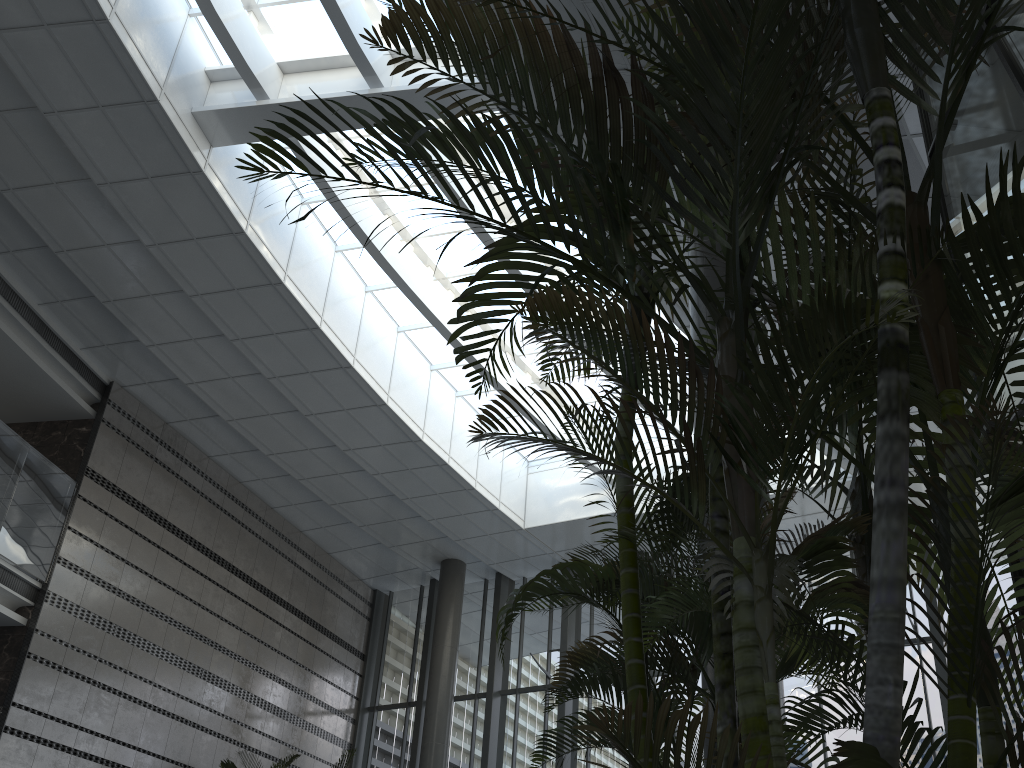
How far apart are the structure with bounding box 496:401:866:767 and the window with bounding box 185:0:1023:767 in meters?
7.5

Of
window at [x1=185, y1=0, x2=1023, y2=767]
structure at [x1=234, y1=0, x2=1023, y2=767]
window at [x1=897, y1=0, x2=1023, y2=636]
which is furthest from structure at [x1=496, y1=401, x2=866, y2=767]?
window at [x1=185, y1=0, x2=1023, y2=767]

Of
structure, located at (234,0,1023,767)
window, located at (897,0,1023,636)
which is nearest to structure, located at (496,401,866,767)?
structure, located at (234,0,1023,767)

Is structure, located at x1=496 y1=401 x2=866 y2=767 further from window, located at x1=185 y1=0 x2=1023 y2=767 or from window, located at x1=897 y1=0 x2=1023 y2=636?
window, located at x1=185 y1=0 x2=1023 y2=767

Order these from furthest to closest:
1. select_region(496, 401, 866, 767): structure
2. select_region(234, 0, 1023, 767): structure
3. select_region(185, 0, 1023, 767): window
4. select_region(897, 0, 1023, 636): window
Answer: select_region(185, 0, 1023, 767): window < select_region(897, 0, 1023, 636): window < select_region(496, 401, 866, 767): structure < select_region(234, 0, 1023, 767): structure

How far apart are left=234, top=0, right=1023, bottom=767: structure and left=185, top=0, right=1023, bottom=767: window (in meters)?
7.10

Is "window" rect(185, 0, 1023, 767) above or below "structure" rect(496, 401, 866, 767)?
above

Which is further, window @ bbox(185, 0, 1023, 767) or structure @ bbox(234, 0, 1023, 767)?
window @ bbox(185, 0, 1023, 767)

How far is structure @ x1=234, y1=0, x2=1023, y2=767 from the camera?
1.41m

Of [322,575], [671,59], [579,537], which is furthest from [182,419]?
[671,59]
